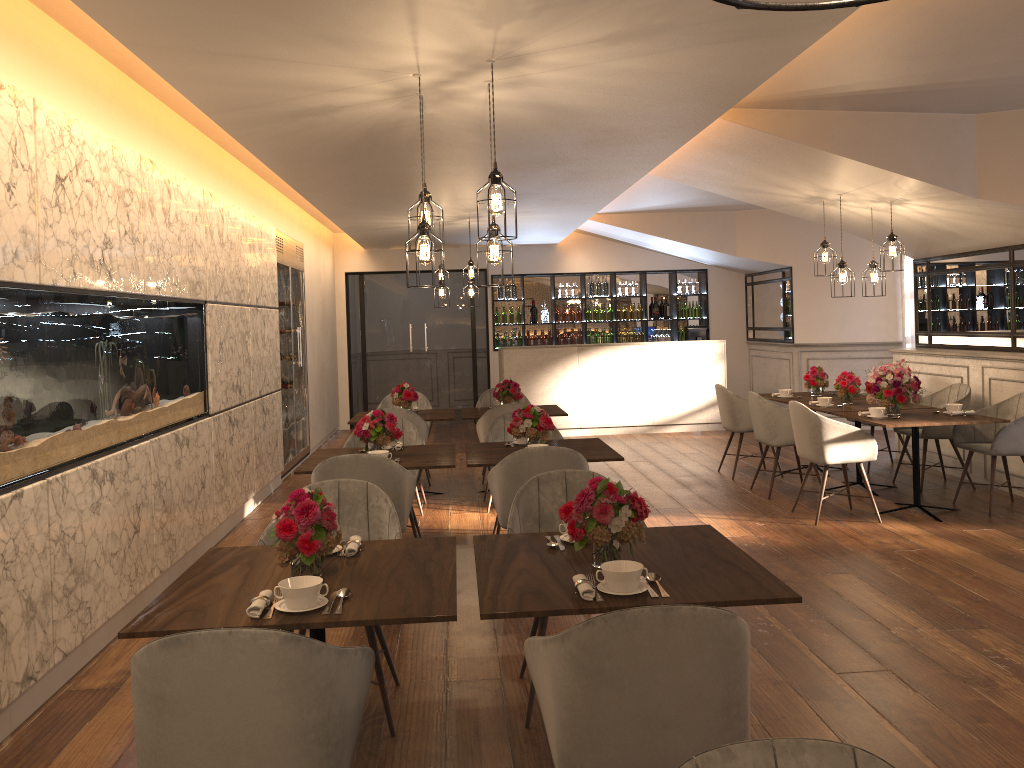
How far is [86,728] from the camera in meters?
3.5

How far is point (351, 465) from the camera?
4.50m

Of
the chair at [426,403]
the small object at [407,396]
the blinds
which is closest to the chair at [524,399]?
the chair at [426,403]

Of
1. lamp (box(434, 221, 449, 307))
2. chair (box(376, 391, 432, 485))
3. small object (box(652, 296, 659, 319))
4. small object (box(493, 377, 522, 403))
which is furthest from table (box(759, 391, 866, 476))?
small object (box(652, 296, 659, 319))

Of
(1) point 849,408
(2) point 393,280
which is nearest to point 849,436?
(1) point 849,408

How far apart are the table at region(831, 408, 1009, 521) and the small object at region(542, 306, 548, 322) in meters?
7.0 m

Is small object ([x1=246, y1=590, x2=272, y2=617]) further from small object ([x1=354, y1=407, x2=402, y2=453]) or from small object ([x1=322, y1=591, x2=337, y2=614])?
small object ([x1=354, y1=407, x2=402, y2=453])

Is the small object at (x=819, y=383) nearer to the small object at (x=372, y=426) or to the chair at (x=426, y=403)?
the chair at (x=426, y=403)

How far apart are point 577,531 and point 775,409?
4.89m

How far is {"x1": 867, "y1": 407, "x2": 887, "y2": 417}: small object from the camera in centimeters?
653cm
